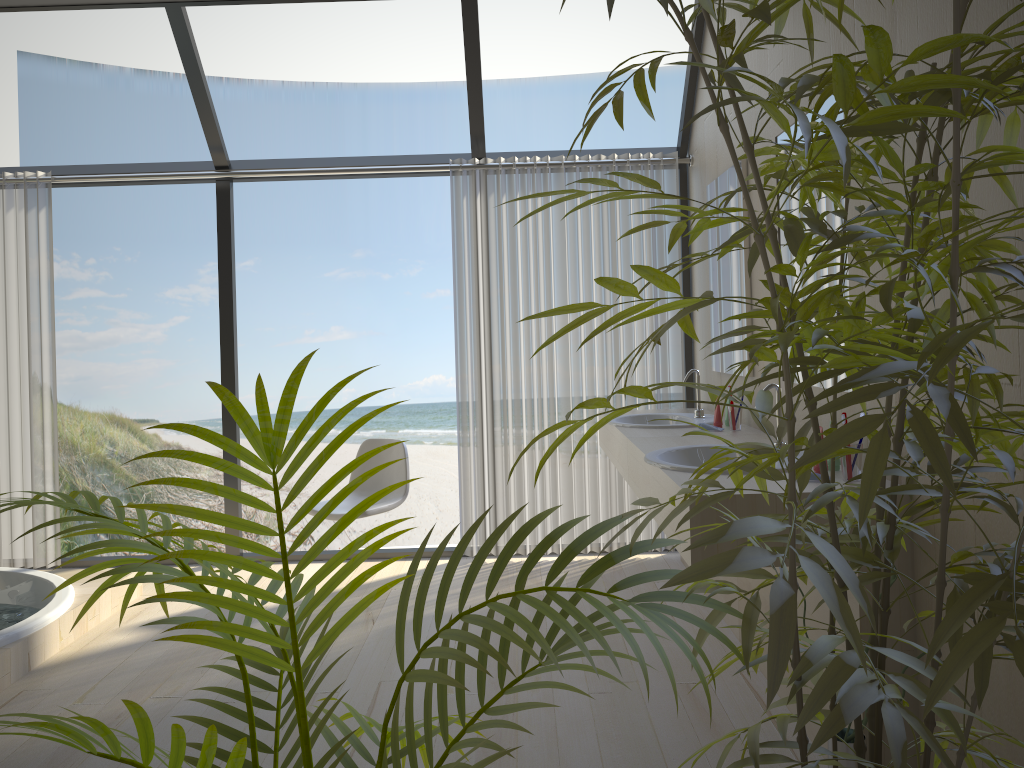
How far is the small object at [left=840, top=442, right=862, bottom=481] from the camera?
2.24m

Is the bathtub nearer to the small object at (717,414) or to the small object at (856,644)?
the small object at (717,414)

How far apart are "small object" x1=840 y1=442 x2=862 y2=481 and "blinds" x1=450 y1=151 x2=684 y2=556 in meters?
2.3 m

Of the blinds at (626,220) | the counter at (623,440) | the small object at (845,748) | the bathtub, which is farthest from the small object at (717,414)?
the bathtub

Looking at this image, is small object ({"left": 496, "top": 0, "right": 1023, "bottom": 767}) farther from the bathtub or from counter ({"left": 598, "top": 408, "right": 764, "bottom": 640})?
the bathtub

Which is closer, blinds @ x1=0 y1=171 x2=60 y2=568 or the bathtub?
the bathtub

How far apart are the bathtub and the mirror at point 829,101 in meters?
2.9

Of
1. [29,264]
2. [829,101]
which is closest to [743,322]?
[829,101]

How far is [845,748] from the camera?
1.9 meters

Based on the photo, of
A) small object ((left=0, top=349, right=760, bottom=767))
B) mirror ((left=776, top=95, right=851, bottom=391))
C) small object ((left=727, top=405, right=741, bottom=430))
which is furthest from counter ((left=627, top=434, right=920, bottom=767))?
small object ((left=0, top=349, right=760, bottom=767))
